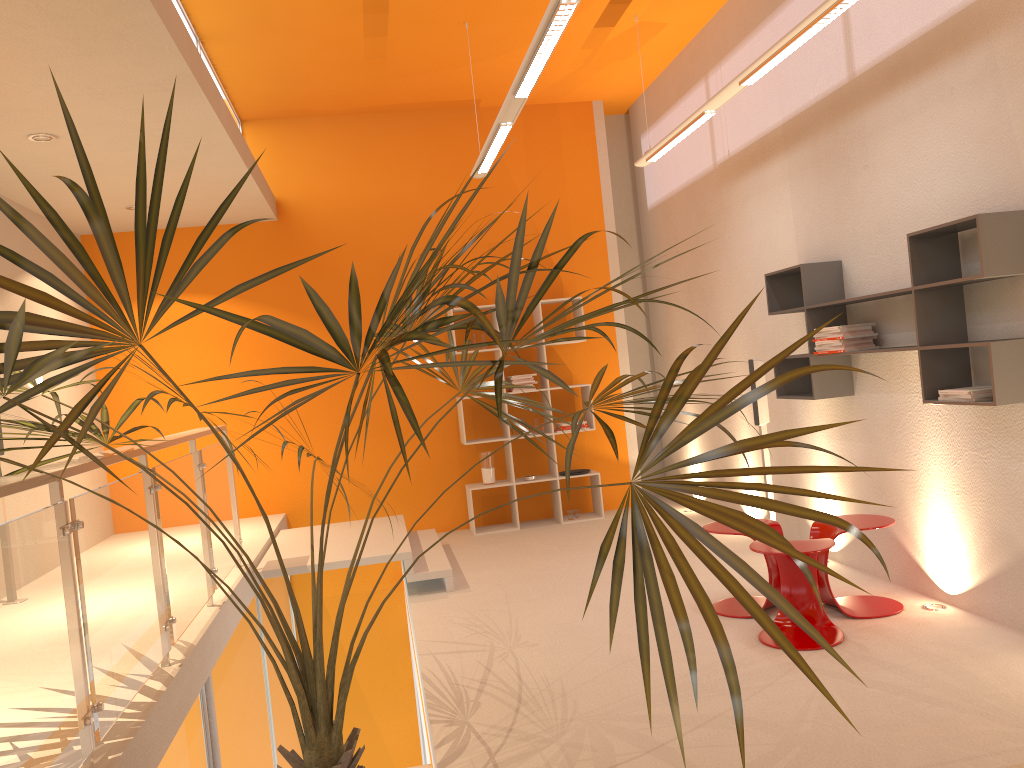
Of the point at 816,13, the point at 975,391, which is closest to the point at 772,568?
the point at 975,391

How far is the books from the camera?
3.77m

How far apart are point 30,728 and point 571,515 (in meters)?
6.05

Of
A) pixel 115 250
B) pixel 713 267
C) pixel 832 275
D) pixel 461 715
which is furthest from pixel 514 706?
pixel 713 267

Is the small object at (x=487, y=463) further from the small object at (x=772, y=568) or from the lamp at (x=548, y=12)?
the small object at (x=772, y=568)

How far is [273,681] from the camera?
6.4m

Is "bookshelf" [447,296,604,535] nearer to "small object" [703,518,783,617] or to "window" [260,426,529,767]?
"window" [260,426,529,767]

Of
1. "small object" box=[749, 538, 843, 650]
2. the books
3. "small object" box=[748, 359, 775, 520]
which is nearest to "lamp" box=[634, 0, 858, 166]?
"small object" box=[748, 359, 775, 520]

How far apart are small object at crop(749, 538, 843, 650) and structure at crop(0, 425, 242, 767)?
2.6 meters

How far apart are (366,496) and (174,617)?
4.3 meters
